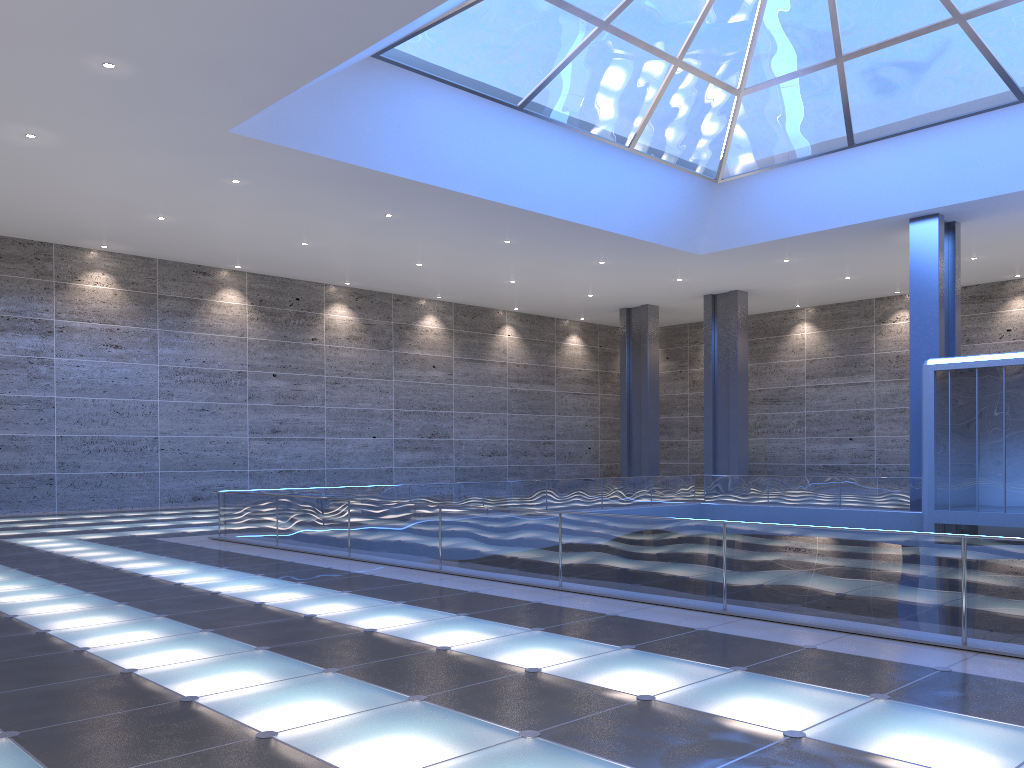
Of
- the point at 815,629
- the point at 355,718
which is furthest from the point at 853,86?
the point at 355,718

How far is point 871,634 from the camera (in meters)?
8.72
